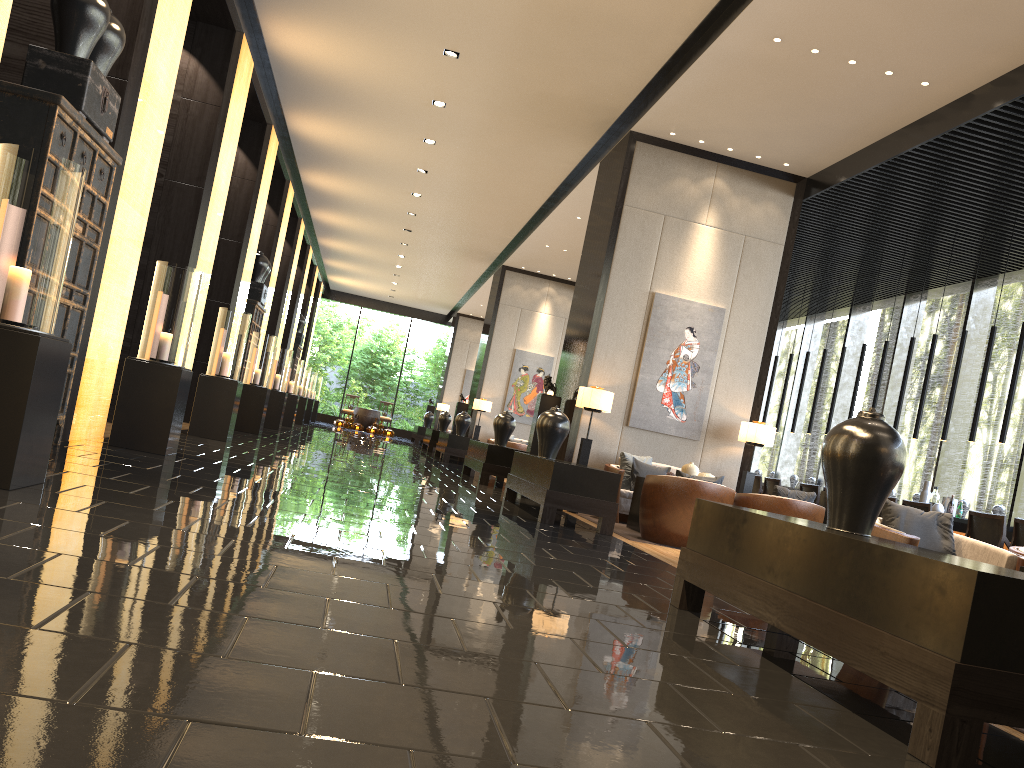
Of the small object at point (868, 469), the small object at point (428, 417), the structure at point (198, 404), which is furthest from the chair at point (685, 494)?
the small object at point (428, 417)

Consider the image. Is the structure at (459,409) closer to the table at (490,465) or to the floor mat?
the table at (490,465)

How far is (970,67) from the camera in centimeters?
703cm

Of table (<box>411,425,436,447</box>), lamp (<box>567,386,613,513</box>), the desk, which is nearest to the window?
the desk

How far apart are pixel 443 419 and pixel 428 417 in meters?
5.2 m

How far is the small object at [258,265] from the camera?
13.70m

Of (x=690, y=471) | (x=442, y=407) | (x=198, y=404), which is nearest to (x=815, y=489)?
(x=690, y=471)

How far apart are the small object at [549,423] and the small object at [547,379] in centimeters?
207cm

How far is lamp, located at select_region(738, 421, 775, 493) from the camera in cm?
946

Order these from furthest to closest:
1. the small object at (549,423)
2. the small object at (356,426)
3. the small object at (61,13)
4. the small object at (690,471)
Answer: the small object at (356,426) → the small object at (690,471) → the small object at (549,423) → the small object at (61,13)
